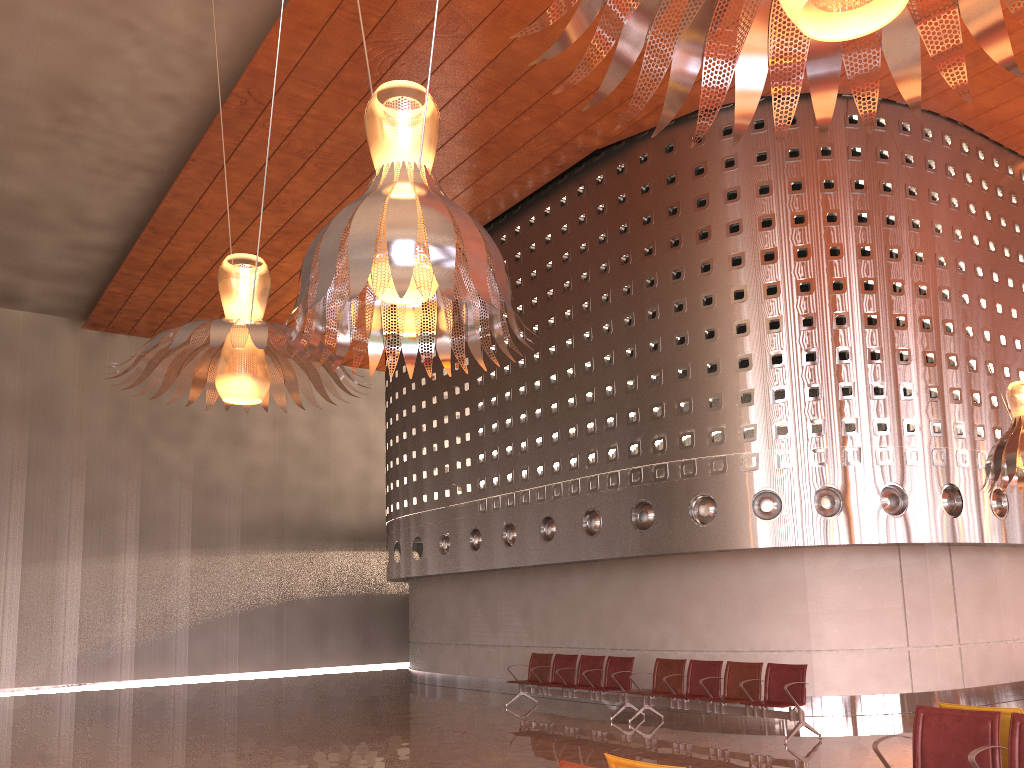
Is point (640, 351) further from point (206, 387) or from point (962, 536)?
point (206, 387)

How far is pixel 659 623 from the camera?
13.51m
